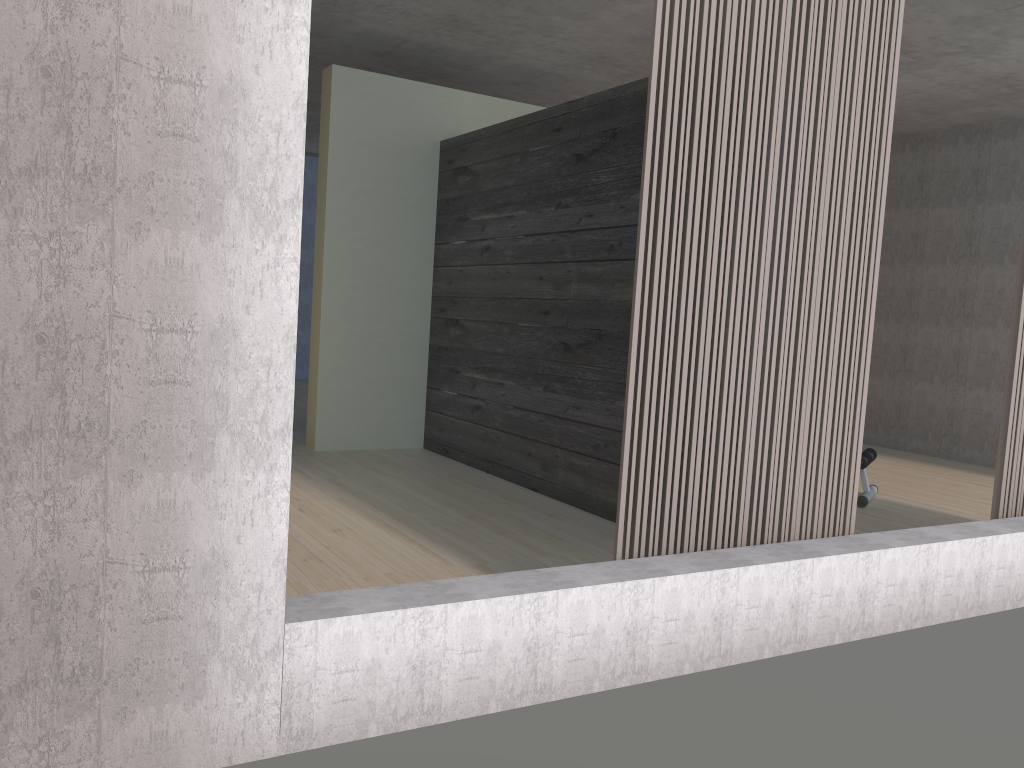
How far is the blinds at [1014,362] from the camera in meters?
3.7 m

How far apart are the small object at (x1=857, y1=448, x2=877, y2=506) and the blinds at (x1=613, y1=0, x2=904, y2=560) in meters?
2.0

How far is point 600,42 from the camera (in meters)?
5.72

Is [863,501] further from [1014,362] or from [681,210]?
[681,210]

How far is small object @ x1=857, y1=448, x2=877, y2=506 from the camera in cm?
513

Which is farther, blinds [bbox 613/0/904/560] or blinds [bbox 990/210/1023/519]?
blinds [bbox 990/210/1023/519]

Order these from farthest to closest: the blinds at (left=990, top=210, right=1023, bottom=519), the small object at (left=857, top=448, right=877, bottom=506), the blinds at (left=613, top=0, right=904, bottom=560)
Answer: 1. the small object at (left=857, top=448, right=877, bottom=506)
2. the blinds at (left=990, top=210, right=1023, bottom=519)
3. the blinds at (left=613, top=0, right=904, bottom=560)

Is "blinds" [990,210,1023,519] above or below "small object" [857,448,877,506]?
above

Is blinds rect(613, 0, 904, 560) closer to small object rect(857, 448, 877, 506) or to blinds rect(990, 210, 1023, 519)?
blinds rect(990, 210, 1023, 519)

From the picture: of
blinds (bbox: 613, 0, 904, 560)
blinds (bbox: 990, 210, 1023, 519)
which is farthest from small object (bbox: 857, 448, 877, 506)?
blinds (bbox: 613, 0, 904, 560)
